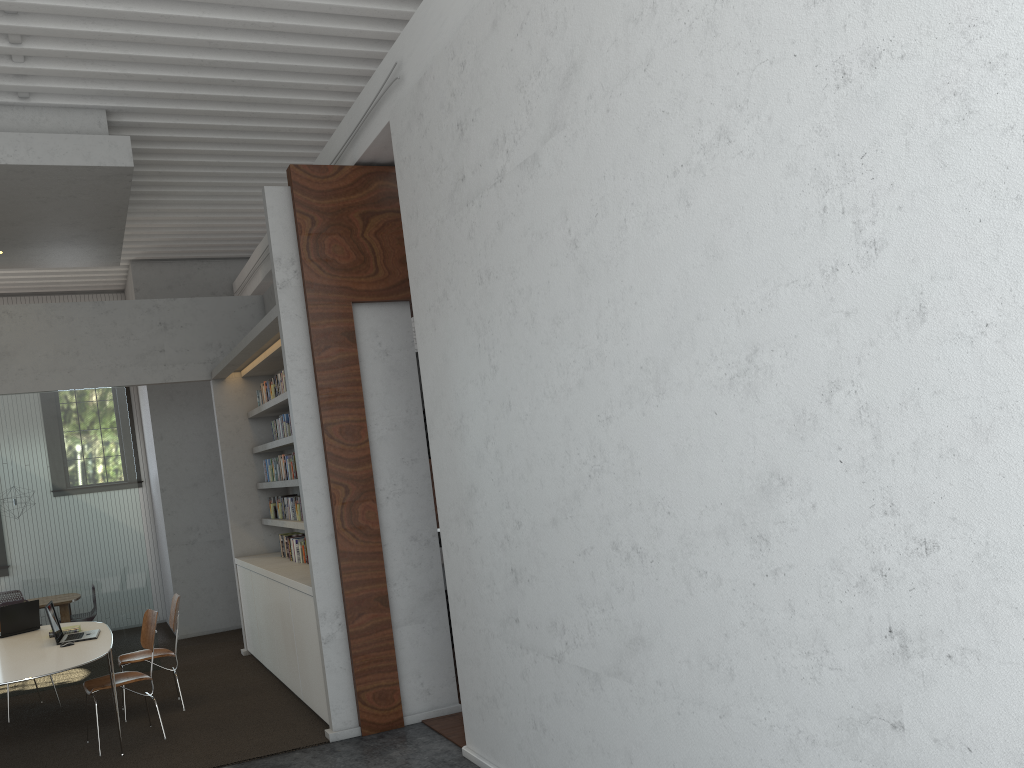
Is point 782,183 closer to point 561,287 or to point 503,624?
point 561,287
